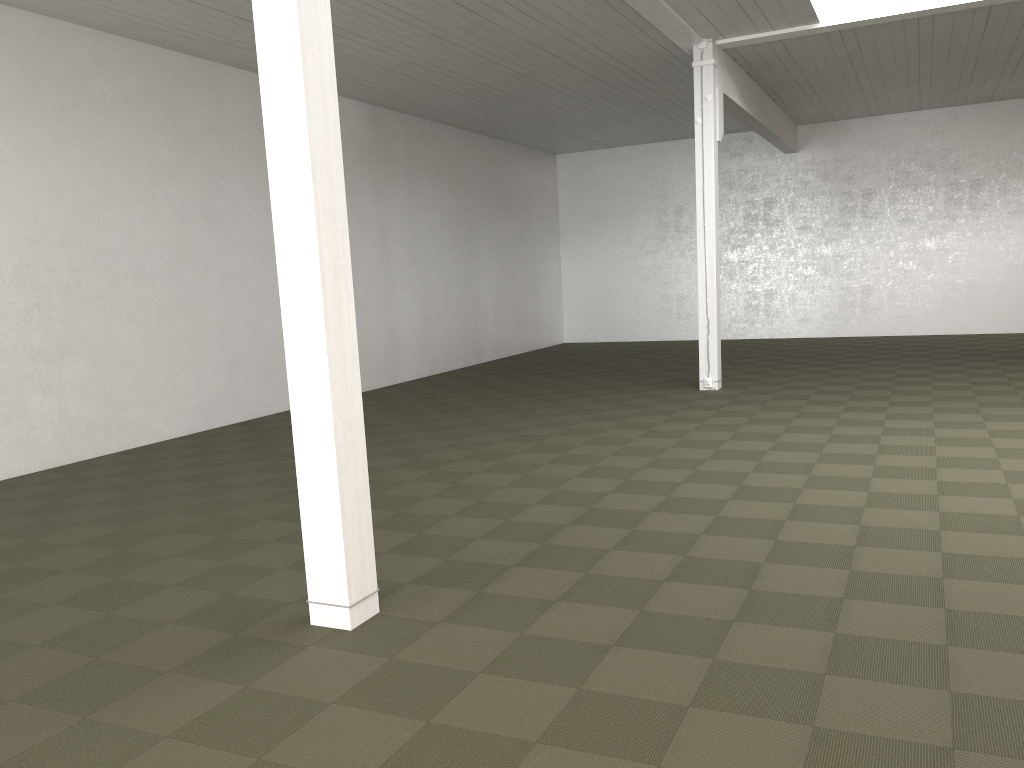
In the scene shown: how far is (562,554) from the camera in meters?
5.3 m
